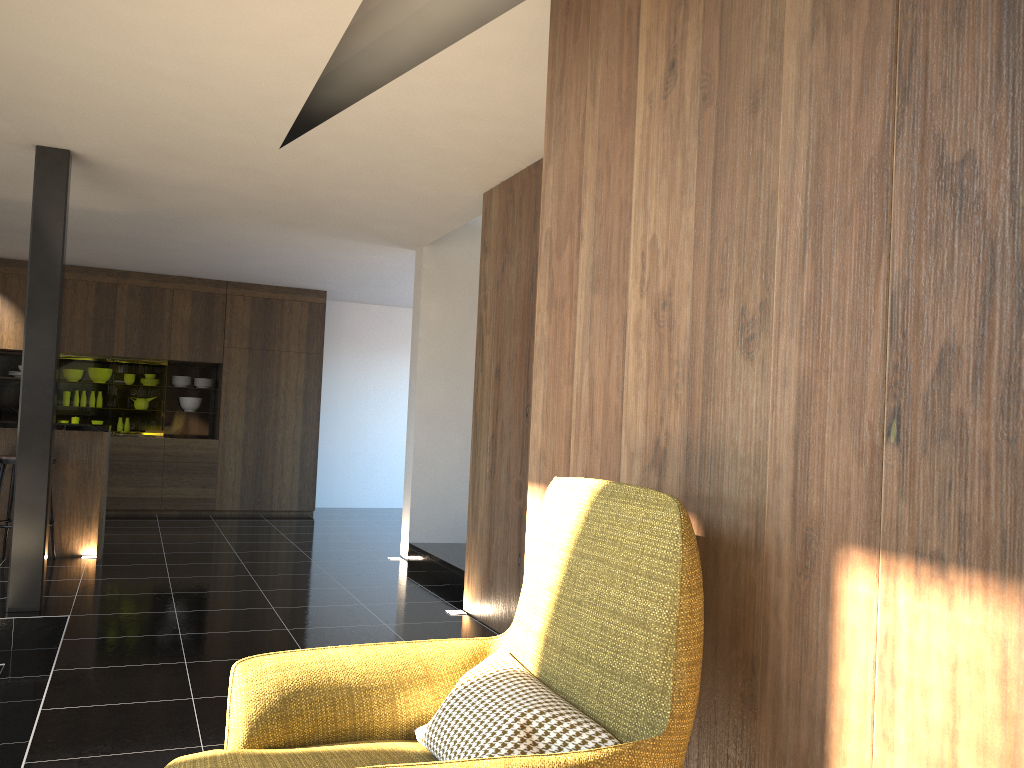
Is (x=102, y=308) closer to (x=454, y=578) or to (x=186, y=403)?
(x=186, y=403)

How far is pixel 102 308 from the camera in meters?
9.7

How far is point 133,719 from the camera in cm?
342

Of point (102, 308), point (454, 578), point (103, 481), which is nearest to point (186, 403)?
point (102, 308)

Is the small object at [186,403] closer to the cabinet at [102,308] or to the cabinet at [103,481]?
the cabinet at [102,308]

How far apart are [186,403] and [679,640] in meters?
9.8 m

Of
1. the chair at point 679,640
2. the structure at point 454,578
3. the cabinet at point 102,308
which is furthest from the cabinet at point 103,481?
the chair at point 679,640

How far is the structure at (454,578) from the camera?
6.4 meters

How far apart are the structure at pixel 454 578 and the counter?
2.6m

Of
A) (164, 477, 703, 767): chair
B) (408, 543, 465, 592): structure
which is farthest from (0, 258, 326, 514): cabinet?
(164, 477, 703, 767): chair
